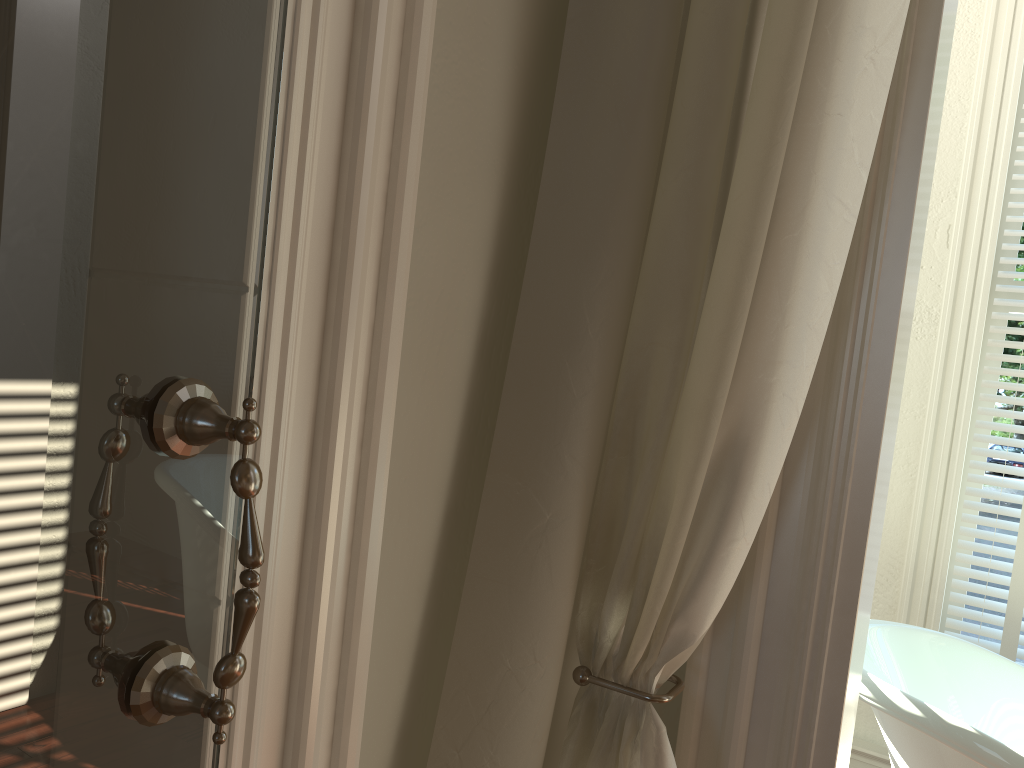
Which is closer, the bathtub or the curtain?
the curtain

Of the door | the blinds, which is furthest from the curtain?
the blinds

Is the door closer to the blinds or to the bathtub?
the bathtub

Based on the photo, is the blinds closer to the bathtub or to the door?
the bathtub

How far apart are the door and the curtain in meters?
0.4 m

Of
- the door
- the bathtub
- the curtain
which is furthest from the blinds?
the door

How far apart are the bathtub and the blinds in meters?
0.3 m

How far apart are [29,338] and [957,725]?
1.5 meters

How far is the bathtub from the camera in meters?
1.4

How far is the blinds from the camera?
2.1m
